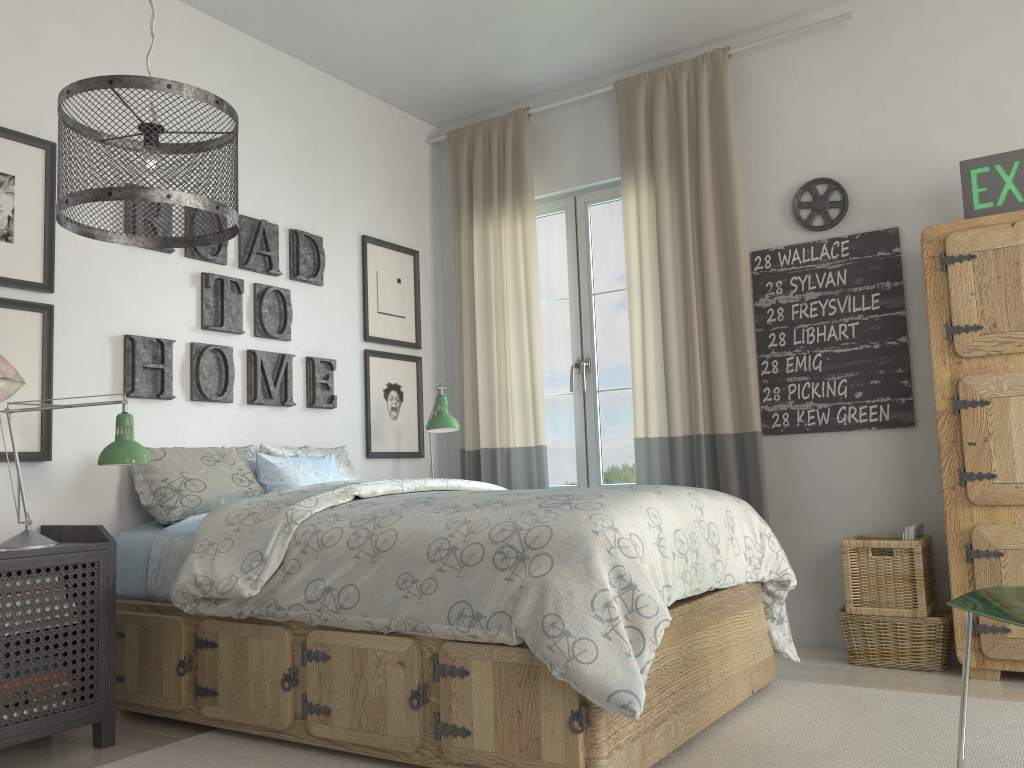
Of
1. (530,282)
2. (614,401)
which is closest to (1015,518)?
(614,401)

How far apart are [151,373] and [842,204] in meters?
2.8

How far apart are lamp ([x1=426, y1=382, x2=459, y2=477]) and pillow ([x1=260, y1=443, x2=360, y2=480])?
0.37m

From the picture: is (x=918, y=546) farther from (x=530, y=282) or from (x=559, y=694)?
(x=530, y=282)

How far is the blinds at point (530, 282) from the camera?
4.3 meters

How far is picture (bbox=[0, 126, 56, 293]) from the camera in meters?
2.9

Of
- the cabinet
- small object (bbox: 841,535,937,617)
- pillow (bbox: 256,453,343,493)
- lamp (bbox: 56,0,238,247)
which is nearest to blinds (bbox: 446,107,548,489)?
pillow (bbox: 256,453,343,493)

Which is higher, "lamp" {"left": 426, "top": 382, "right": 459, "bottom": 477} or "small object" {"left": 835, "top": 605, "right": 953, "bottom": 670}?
"lamp" {"left": 426, "top": 382, "right": 459, "bottom": 477}

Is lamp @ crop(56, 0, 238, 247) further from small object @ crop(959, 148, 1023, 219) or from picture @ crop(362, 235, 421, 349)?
small object @ crop(959, 148, 1023, 219)

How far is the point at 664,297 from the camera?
3.91m
